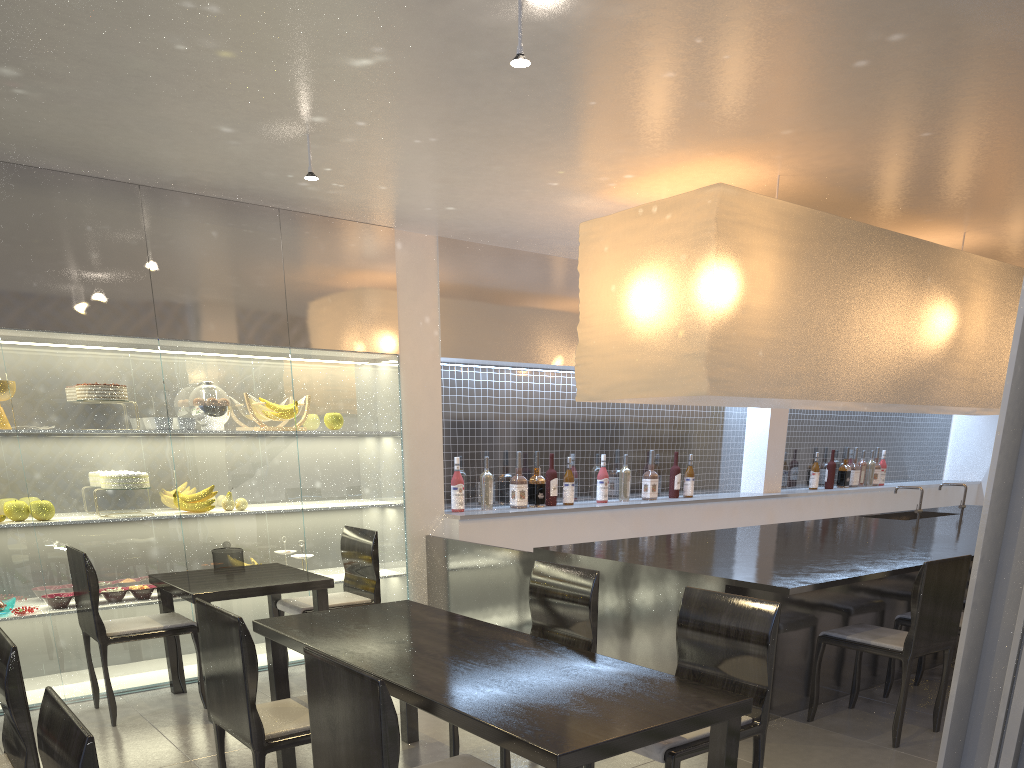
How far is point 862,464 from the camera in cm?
432

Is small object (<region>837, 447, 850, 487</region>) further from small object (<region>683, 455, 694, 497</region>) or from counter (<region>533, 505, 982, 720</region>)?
small object (<region>683, 455, 694, 497</region>)

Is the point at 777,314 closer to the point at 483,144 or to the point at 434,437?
the point at 483,144

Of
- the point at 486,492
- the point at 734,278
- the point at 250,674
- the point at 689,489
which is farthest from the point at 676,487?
the point at 250,674

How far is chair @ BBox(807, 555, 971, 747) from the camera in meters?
1.7 m

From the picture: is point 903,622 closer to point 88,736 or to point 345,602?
point 345,602

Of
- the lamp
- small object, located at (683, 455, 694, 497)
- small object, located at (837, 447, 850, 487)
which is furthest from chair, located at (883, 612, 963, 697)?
small object, located at (837, 447, 850, 487)

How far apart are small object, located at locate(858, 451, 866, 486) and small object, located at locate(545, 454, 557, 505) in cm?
208

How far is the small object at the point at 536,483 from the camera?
3.0m

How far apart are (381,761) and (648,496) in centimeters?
262cm
